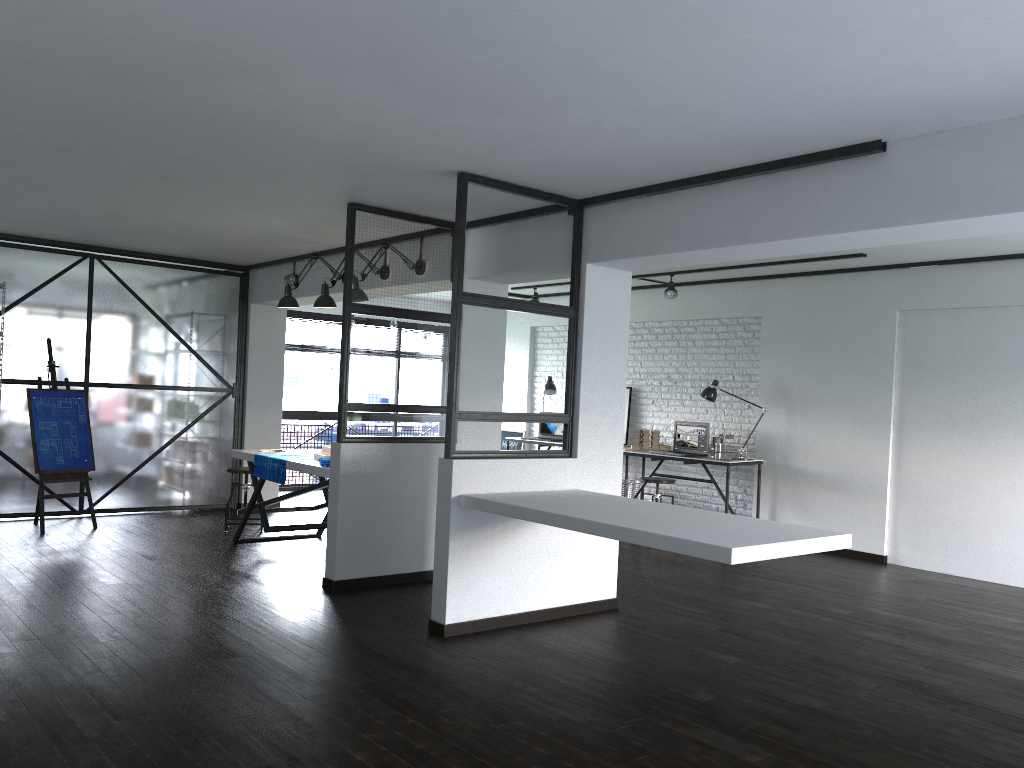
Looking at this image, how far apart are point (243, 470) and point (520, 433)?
4.18m

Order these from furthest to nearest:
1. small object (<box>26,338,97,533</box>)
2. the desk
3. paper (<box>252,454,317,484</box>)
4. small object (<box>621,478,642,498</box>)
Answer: small object (<box>621,478,642,498</box>), the desk, small object (<box>26,338,97,533</box>), paper (<box>252,454,317,484</box>)

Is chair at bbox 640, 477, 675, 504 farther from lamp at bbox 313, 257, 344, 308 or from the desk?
lamp at bbox 313, 257, 344, 308

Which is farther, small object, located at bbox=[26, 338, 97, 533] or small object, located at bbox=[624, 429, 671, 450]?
small object, located at bbox=[624, 429, 671, 450]

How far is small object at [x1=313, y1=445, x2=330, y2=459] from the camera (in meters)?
6.19

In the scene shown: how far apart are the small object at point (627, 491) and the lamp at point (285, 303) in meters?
3.9 m

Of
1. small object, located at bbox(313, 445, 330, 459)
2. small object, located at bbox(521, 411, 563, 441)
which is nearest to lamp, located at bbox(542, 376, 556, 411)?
small object, located at bbox(521, 411, 563, 441)

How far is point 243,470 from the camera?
7.06m

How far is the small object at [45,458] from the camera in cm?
676

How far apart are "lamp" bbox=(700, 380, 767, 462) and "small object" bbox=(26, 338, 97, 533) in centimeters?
524cm
